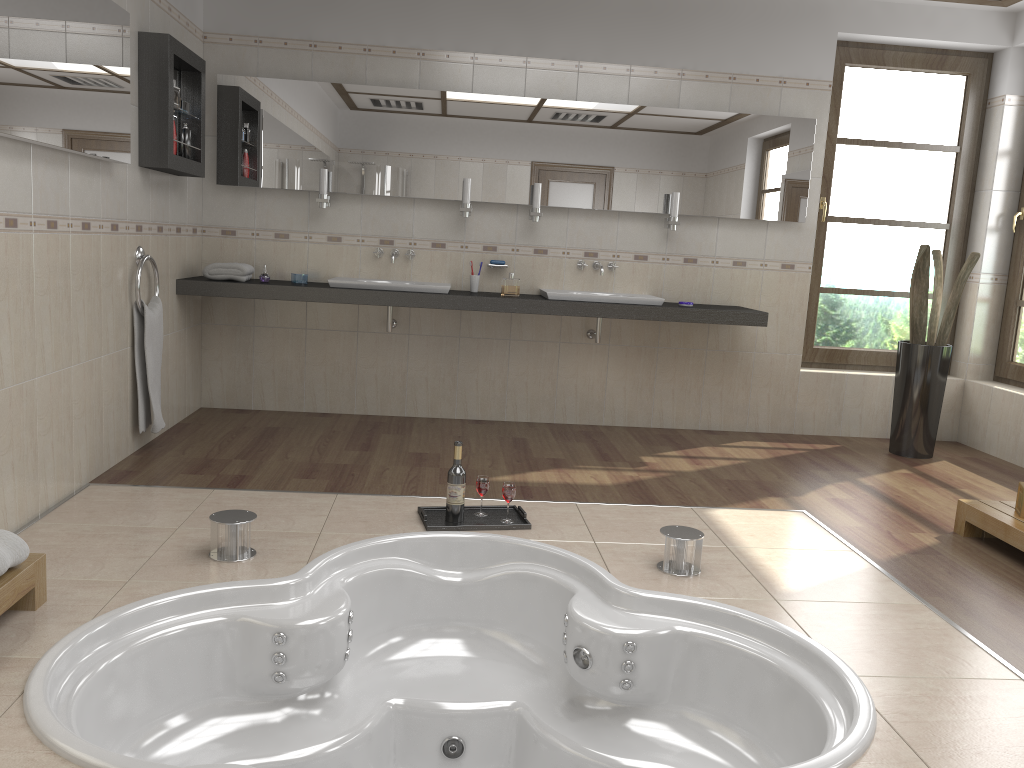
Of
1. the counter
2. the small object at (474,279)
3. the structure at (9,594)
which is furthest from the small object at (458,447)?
the small object at (474,279)

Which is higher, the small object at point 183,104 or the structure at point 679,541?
the small object at point 183,104

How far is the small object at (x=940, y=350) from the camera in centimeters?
494cm

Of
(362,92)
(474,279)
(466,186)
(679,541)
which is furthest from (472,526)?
(362,92)

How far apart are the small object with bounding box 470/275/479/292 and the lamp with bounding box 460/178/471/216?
0.4 meters

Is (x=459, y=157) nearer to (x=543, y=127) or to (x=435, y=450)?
(x=543, y=127)

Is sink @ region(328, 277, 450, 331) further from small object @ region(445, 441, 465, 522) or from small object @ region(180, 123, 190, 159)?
small object @ region(445, 441, 465, 522)

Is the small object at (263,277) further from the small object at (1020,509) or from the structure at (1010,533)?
the small object at (1020,509)

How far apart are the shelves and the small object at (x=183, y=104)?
0.03m

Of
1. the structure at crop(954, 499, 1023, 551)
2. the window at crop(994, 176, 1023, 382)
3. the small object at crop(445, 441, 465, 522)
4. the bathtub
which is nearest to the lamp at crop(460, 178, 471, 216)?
the small object at crop(445, 441, 465, 522)
